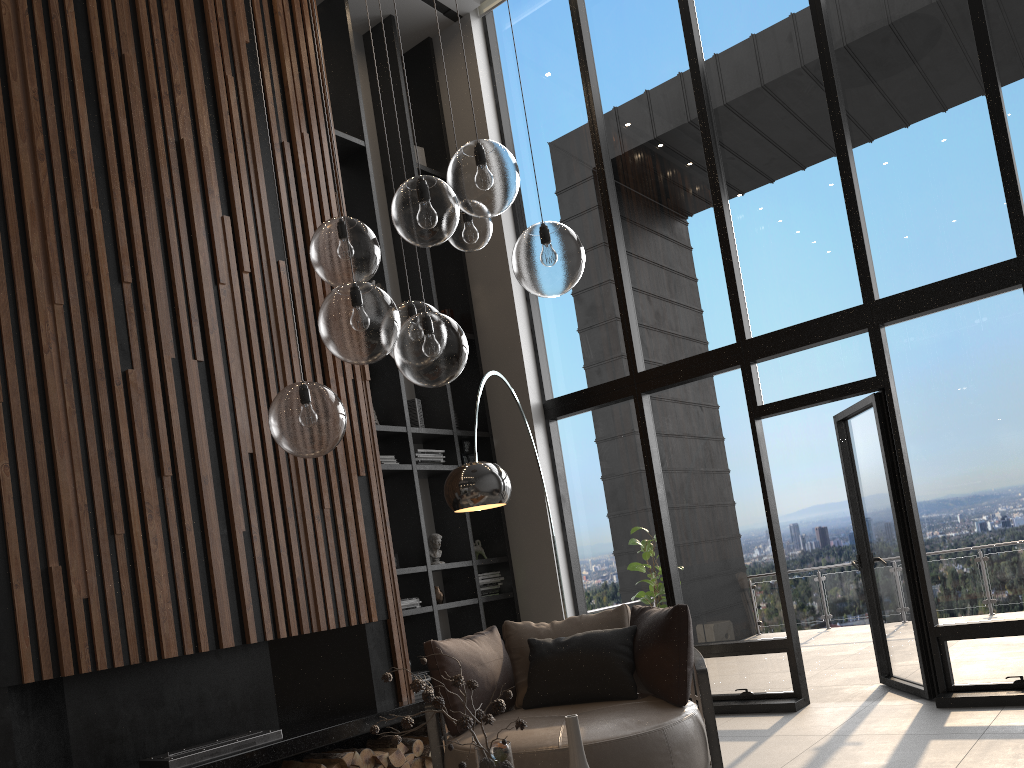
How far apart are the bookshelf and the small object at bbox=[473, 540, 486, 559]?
0.1m

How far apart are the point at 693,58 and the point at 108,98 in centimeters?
403cm

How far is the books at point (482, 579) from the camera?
6.75m

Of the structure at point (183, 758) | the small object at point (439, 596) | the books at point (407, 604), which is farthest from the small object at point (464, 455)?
the structure at point (183, 758)

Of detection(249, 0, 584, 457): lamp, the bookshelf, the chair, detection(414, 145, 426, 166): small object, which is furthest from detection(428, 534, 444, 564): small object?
detection(249, 0, 584, 457): lamp

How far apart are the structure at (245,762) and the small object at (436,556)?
1.1 meters

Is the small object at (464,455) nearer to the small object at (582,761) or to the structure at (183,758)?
the structure at (183,758)

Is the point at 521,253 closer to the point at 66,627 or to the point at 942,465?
the point at 66,627

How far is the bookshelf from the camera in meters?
6.3

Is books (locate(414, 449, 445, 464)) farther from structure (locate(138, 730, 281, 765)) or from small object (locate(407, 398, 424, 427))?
structure (locate(138, 730, 281, 765))
